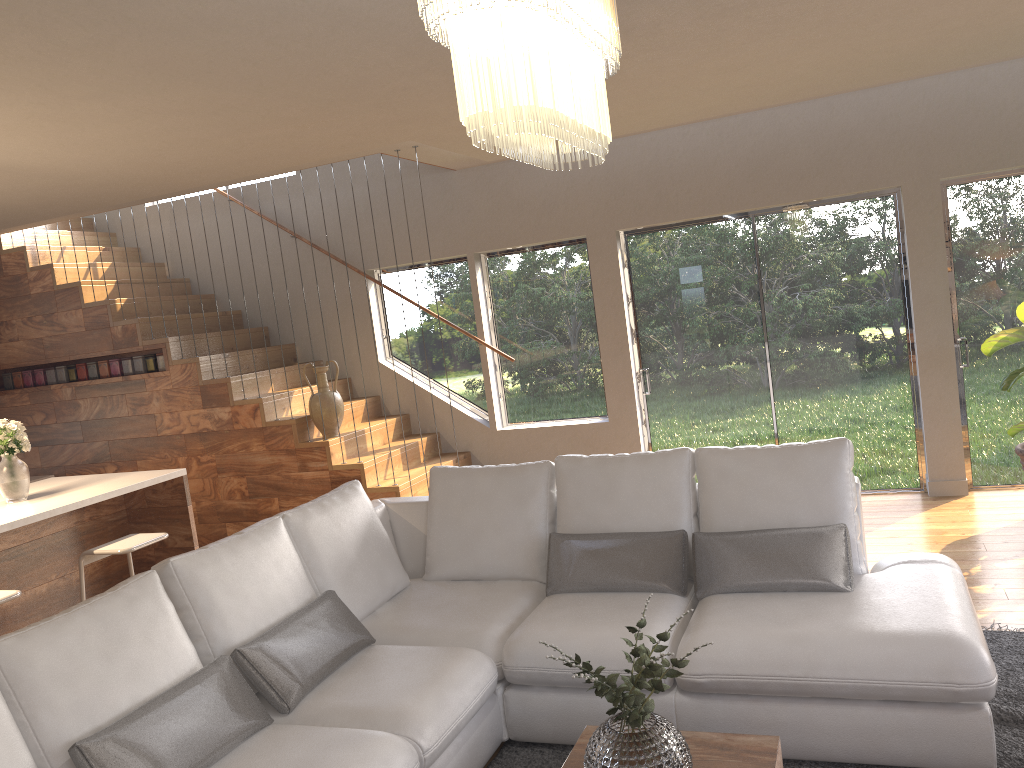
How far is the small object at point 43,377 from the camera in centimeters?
736cm

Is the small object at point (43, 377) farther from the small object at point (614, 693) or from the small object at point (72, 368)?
the small object at point (614, 693)

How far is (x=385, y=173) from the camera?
7.30m

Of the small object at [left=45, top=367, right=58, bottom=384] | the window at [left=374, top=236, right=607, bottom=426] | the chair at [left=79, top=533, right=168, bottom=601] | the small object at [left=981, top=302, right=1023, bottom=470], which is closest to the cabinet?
the chair at [left=79, top=533, right=168, bottom=601]

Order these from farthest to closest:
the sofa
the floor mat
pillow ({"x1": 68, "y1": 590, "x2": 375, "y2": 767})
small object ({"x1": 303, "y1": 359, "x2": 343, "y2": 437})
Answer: small object ({"x1": 303, "y1": 359, "x2": 343, "y2": 437}) < the floor mat < the sofa < pillow ({"x1": 68, "y1": 590, "x2": 375, "y2": 767})

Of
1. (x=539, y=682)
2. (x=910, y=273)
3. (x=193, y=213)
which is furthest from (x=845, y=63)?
(x=193, y=213)

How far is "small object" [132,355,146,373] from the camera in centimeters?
696cm

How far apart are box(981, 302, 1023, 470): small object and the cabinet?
4.9m

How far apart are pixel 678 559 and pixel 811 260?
3.5m

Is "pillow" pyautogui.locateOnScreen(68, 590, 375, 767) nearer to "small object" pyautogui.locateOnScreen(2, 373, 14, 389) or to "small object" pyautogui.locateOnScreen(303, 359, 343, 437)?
"small object" pyautogui.locateOnScreen(303, 359, 343, 437)
